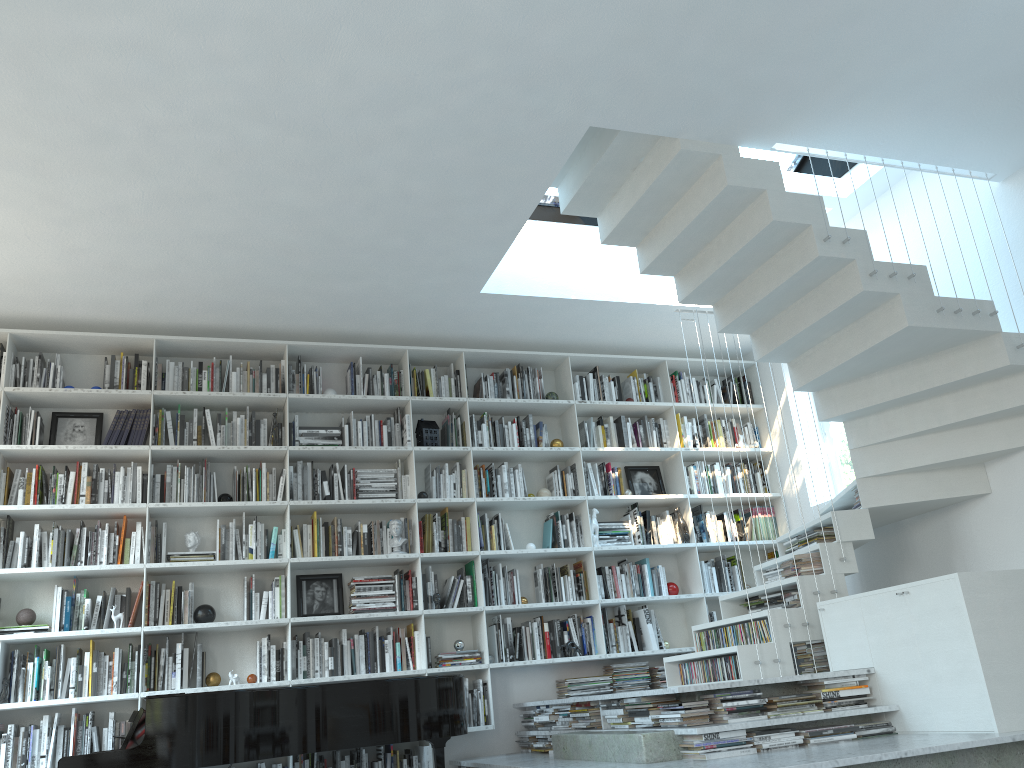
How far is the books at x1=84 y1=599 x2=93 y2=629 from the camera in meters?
5.2

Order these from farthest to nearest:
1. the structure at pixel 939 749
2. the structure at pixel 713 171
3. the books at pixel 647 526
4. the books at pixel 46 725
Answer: the books at pixel 647 526
the books at pixel 46 725
the structure at pixel 713 171
the structure at pixel 939 749

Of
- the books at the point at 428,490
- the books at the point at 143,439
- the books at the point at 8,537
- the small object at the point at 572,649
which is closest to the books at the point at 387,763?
the small object at the point at 572,649

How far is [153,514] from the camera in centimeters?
558cm

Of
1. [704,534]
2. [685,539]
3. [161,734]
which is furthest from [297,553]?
[704,534]

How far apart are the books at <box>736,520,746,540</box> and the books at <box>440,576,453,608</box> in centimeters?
235cm

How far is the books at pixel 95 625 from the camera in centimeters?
521cm

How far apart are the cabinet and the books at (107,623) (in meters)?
4.07

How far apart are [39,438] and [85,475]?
0.38m

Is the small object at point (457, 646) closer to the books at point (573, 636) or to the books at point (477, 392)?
the books at point (573, 636)
